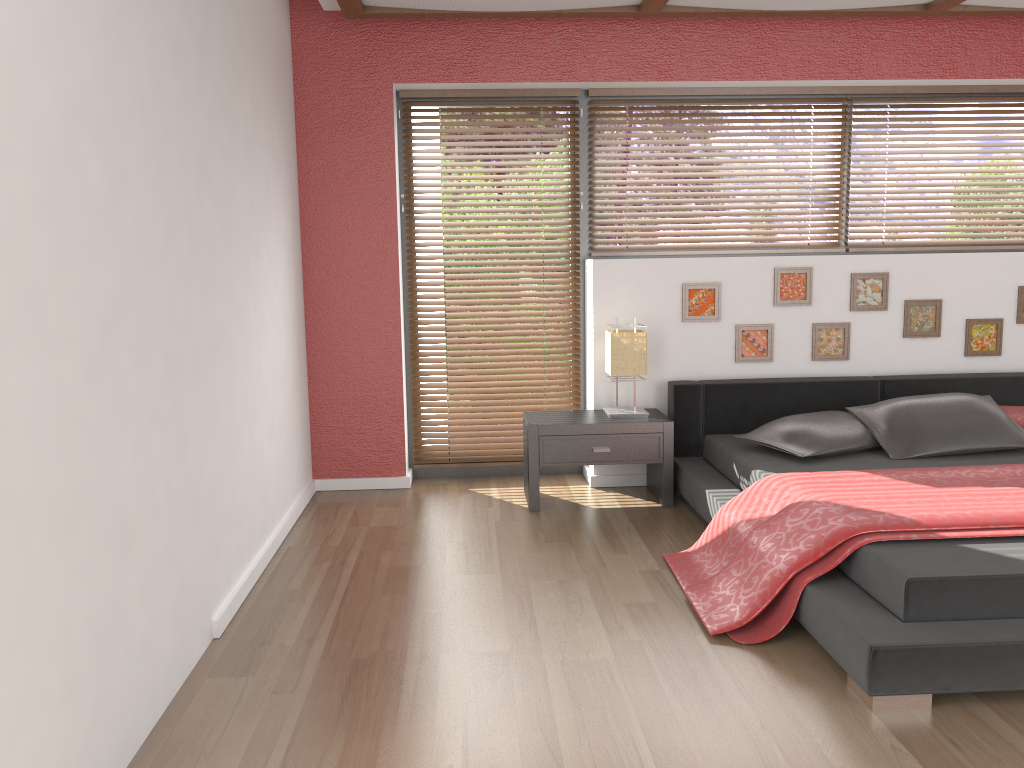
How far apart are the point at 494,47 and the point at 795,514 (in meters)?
2.80

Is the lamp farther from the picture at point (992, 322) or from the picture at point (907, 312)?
the picture at point (992, 322)

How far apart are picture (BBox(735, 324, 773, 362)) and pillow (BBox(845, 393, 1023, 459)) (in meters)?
0.61

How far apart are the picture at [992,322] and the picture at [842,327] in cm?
66

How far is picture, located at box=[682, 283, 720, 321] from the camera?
4.61m

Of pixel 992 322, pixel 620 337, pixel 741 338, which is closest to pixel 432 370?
pixel 620 337

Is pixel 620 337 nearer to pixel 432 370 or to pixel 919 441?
pixel 432 370

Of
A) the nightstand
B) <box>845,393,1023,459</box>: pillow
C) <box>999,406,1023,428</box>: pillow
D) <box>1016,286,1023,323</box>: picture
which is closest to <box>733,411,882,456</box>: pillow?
<box>845,393,1023,459</box>: pillow

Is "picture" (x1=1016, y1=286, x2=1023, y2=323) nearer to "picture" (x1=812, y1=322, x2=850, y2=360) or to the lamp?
"picture" (x1=812, y1=322, x2=850, y2=360)

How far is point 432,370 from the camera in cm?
489
